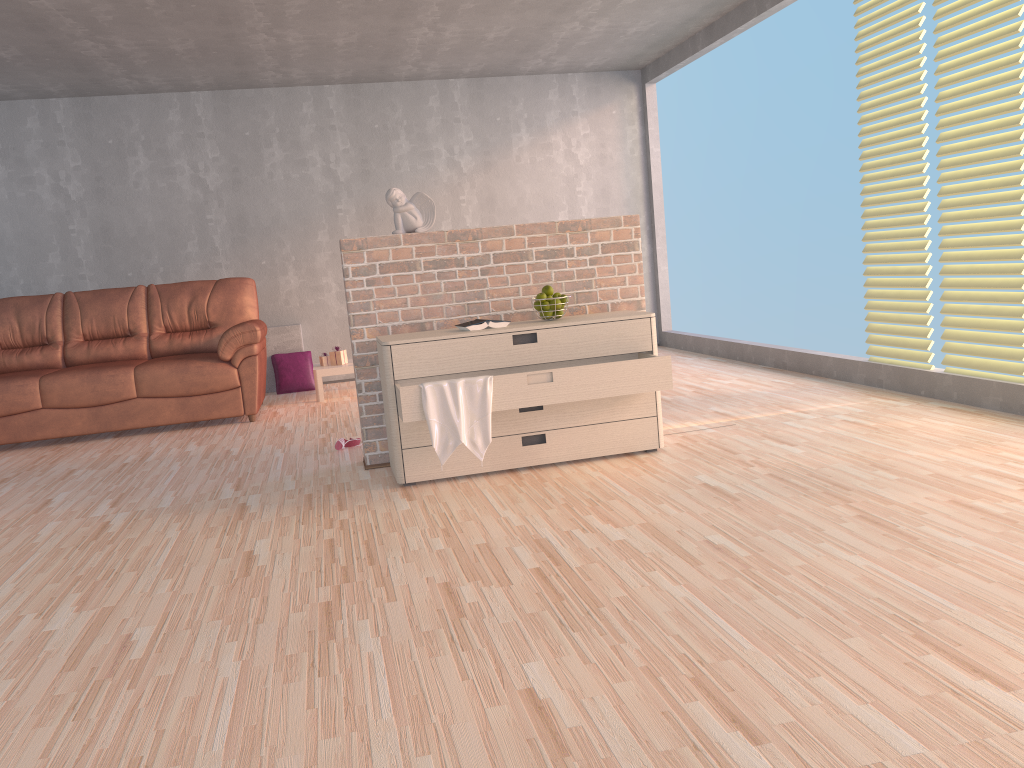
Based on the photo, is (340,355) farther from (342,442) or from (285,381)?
(342,442)

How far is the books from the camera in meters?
3.8 m

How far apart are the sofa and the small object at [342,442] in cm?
142

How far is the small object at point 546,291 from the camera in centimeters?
394cm

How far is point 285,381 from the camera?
7.17m

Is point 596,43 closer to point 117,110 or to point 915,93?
point 915,93

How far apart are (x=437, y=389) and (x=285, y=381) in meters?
4.0

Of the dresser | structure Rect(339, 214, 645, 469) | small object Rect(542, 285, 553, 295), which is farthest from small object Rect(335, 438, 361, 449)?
small object Rect(542, 285, 553, 295)

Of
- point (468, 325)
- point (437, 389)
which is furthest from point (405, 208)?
point (437, 389)

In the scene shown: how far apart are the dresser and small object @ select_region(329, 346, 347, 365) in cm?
295
